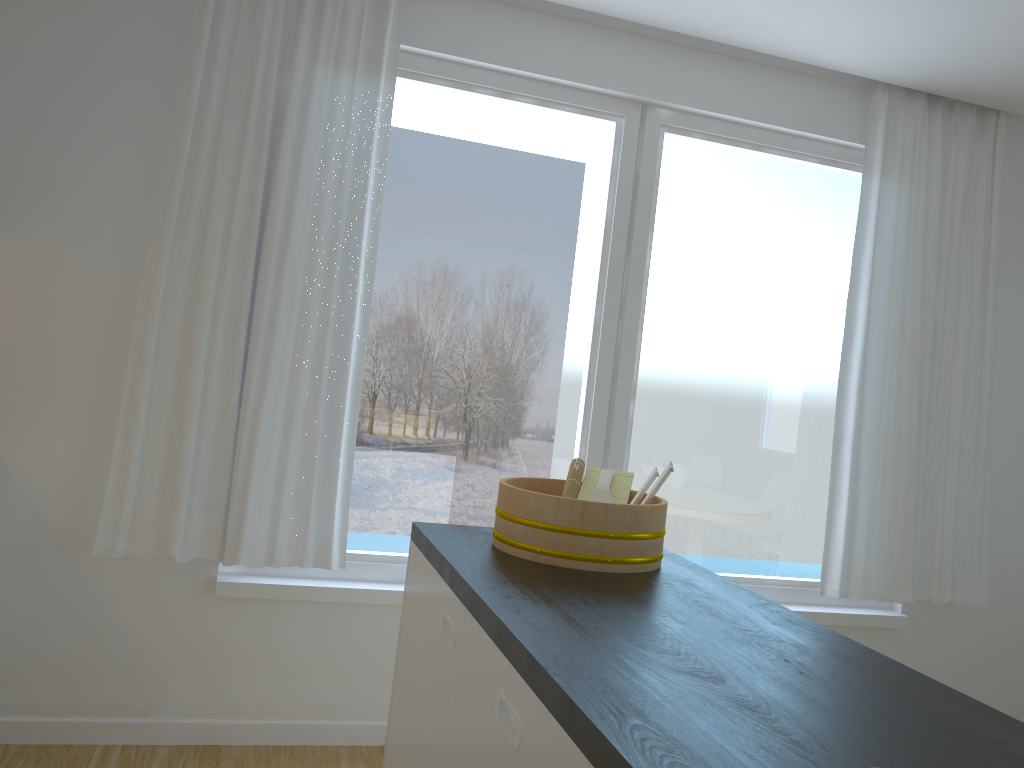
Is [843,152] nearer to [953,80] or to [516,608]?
[953,80]

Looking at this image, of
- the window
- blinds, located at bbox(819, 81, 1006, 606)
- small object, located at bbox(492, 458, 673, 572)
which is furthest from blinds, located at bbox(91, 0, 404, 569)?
blinds, located at bbox(819, 81, 1006, 606)

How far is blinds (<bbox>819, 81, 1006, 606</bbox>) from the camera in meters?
3.6 m

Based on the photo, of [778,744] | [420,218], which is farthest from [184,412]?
[778,744]

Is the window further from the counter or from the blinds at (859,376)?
the counter

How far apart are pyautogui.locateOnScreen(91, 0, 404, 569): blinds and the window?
0.1m

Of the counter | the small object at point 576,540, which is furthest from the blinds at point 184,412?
the small object at point 576,540

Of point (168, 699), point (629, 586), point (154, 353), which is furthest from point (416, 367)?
point (629, 586)

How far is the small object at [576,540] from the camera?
1.8m

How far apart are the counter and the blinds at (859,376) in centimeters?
175cm
